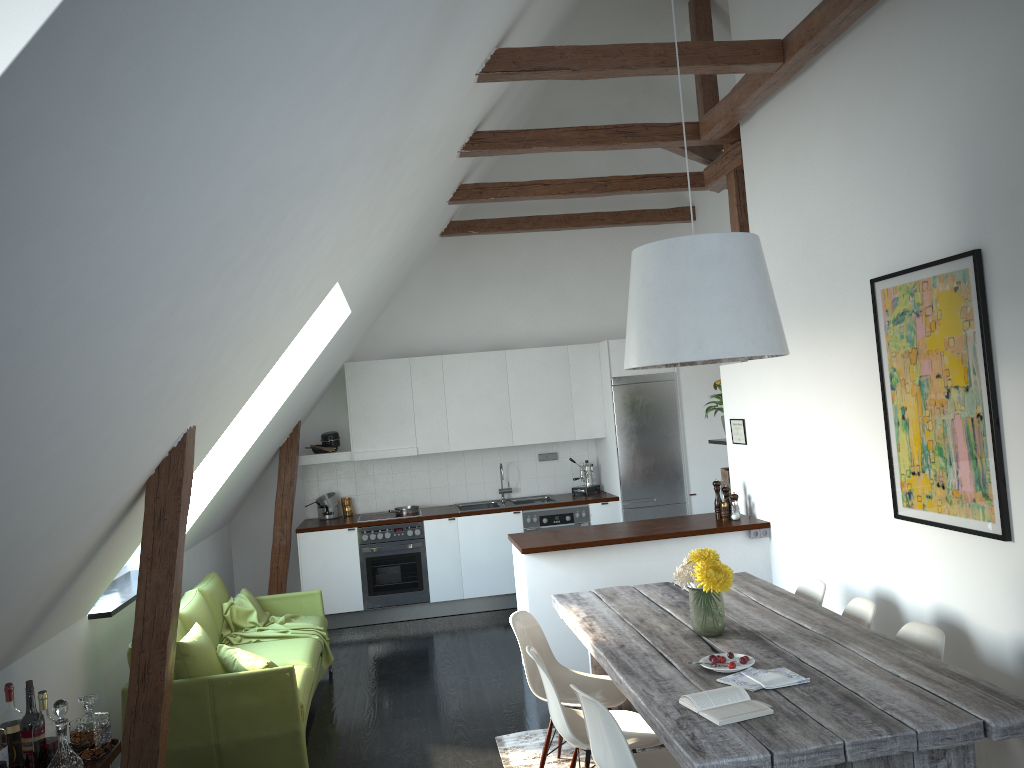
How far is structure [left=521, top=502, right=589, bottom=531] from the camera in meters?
8.0

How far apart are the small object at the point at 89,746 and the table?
1.9m

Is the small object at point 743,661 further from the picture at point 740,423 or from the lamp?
the picture at point 740,423

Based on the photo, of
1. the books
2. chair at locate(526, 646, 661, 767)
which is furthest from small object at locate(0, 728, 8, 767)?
the books

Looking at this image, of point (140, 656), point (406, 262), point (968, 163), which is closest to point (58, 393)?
point (140, 656)

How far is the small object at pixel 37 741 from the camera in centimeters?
295cm

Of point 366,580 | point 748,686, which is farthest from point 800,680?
point 366,580

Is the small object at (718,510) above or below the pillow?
above

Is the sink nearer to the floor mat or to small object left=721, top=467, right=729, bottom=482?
small object left=721, top=467, right=729, bottom=482

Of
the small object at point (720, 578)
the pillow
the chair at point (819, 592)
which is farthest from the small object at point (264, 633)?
the chair at point (819, 592)
